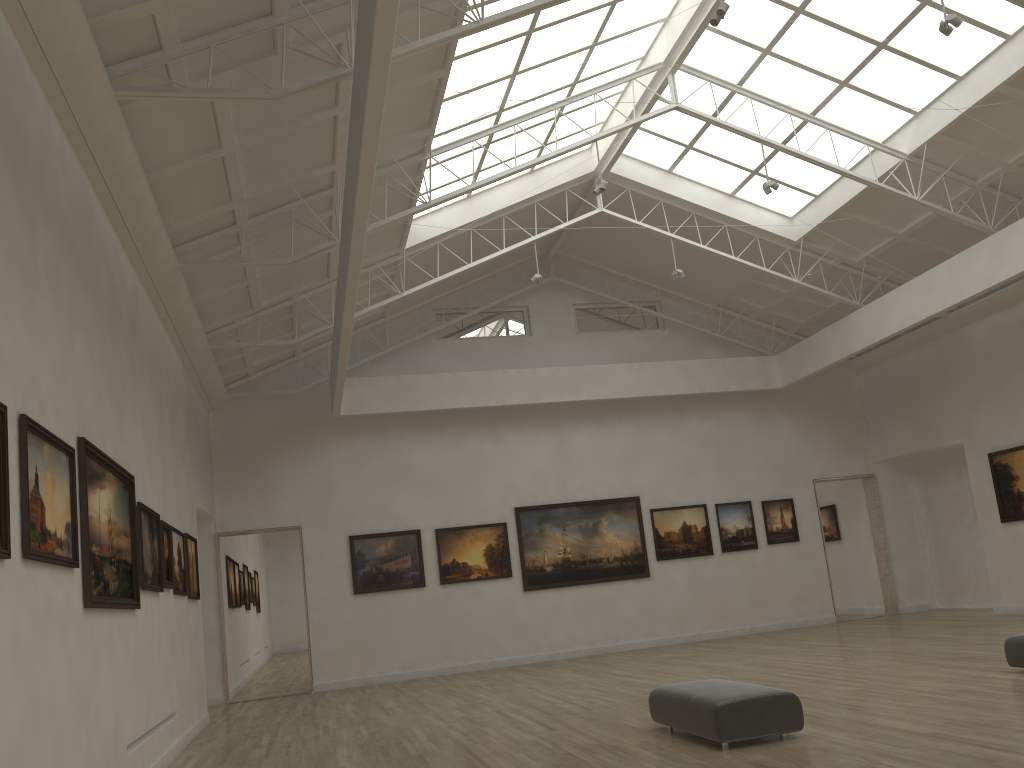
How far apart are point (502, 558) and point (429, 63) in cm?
1879
